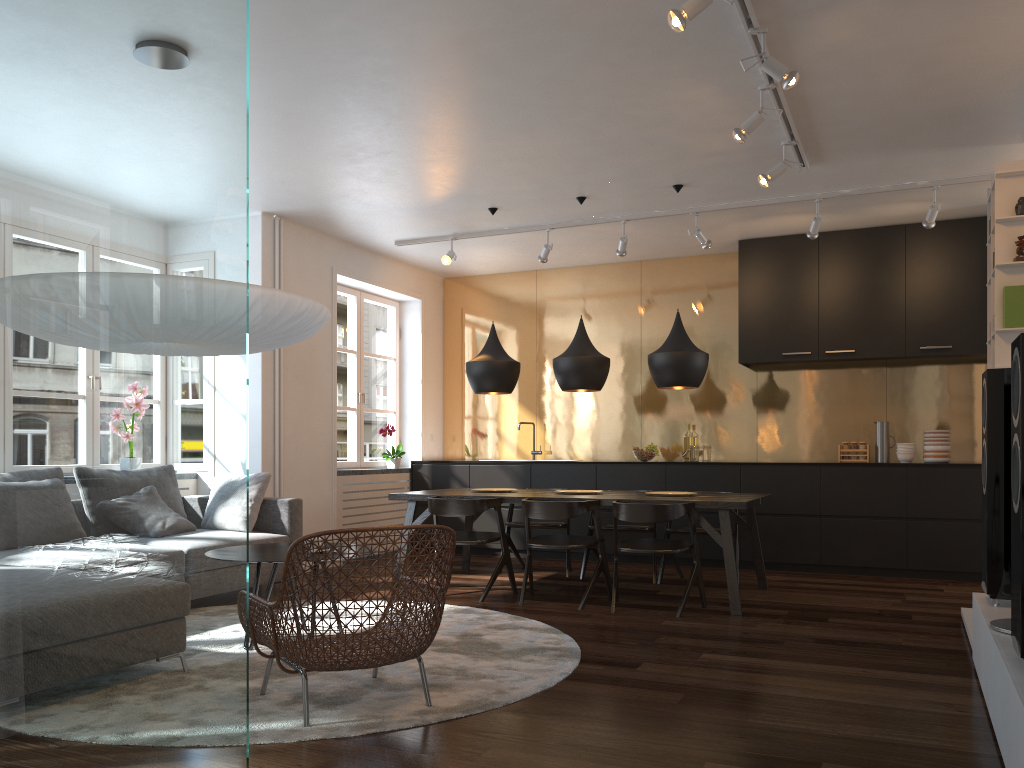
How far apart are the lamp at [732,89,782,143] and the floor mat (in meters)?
2.65

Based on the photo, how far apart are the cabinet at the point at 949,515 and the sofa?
2.4m

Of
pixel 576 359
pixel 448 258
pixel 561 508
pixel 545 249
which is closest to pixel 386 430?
pixel 448 258

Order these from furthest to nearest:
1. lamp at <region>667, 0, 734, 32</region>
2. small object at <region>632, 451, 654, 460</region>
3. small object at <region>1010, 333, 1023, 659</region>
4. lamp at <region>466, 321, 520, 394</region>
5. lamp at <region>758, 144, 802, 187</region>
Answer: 1. small object at <region>632, 451, 654, 460</region>
2. lamp at <region>466, 321, 520, 394</region>
3. lamp at <region>758, 144, 802, 187</region>
4. lamp at <region>667, 0, 734, 32</region>
5. small object at <region>1010, 333, 1023, 659</region>

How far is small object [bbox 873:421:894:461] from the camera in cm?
734

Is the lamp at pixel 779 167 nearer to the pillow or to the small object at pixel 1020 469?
the small object at pixel 1020 469

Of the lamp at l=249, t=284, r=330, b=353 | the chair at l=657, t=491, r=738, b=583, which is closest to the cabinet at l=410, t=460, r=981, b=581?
the chair at l=657, t=491, r=738, b=583

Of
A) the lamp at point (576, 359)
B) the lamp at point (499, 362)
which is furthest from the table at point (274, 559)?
the lamp at point (576, 359)

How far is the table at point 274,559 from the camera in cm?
412

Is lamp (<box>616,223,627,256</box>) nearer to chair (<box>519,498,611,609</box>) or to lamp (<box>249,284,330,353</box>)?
chair (<box>519,498,611,609</box>)
